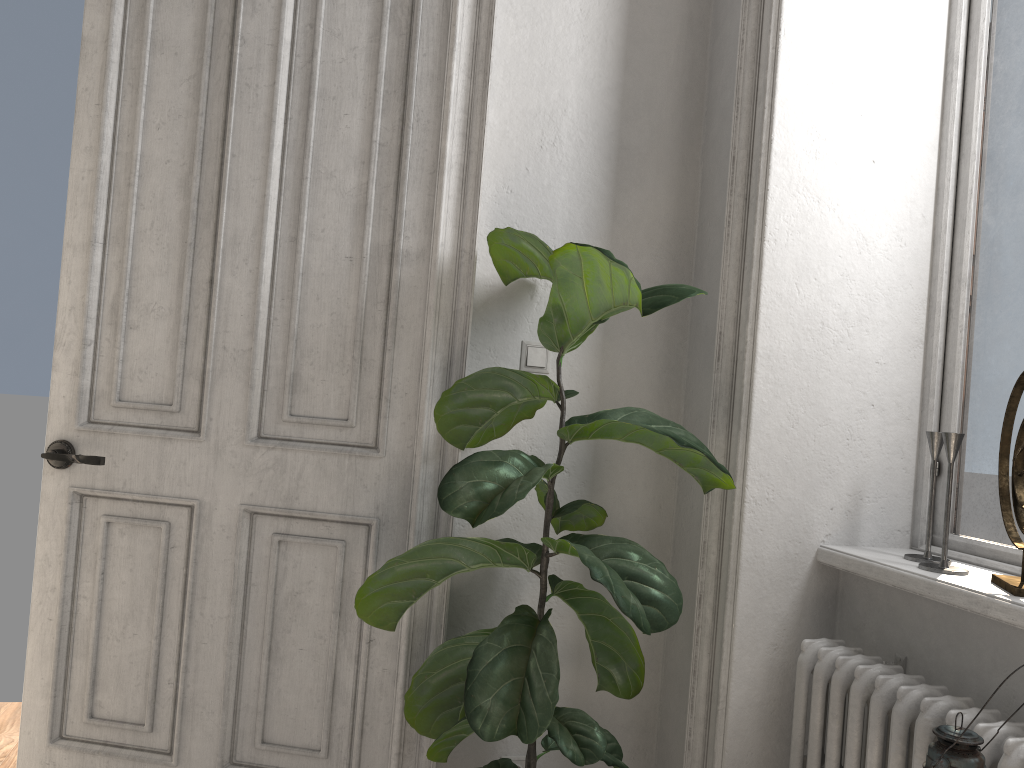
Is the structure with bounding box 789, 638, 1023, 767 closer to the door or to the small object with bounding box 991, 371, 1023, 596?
the small object with bounding box 991, 371, 1023, 596

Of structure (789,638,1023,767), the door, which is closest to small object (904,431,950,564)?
structure (789,638,1023,767)

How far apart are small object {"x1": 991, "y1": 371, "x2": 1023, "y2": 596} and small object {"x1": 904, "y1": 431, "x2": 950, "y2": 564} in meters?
0.1

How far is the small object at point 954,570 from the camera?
1.8m

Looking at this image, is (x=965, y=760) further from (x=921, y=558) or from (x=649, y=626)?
(x=921, y=558)

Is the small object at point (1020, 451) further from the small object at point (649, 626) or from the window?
the small object at point (649, 626)

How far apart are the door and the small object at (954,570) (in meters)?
1.20

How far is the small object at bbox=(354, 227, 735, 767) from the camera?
1.7 meters

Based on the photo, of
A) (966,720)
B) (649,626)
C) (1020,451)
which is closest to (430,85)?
(649,626)

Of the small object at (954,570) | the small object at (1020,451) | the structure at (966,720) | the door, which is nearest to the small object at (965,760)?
the structure at (966,720)
